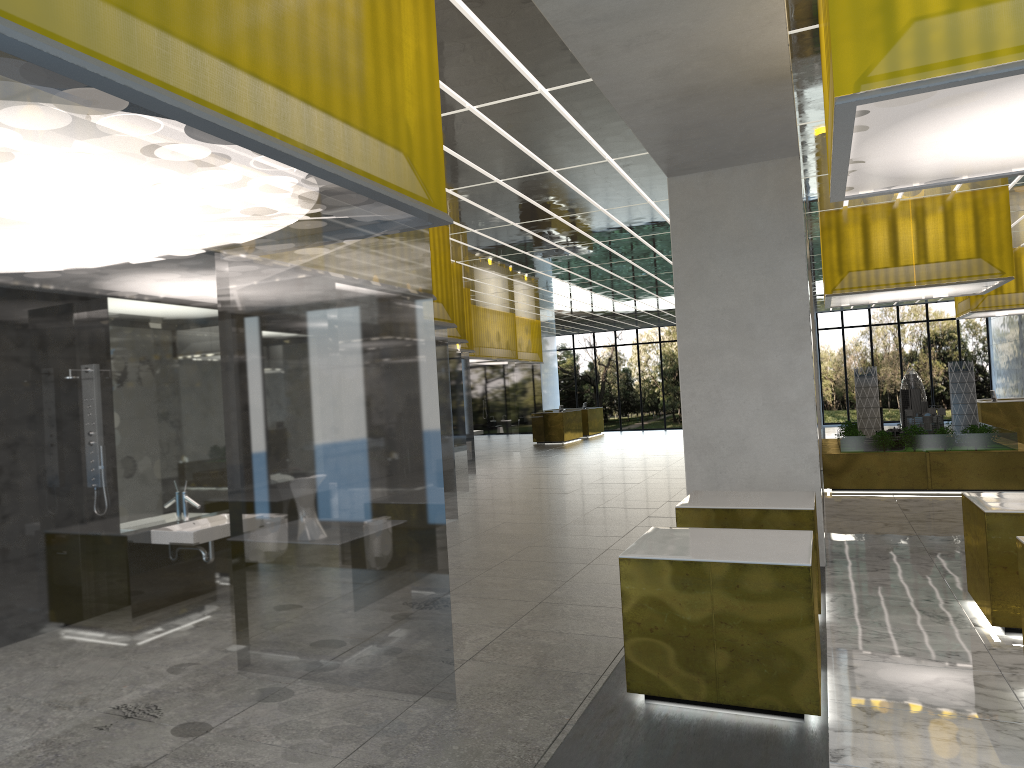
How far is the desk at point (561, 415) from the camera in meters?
42.6

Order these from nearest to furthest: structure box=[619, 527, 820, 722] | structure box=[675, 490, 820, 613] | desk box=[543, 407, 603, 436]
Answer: structure box=[619, 527, 820, 722] → structure box=[675, 490, 820, 613] → desk box=[543, 407, 603, 436]

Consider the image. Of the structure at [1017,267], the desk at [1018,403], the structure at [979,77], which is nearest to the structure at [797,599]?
the structure at [979,77]

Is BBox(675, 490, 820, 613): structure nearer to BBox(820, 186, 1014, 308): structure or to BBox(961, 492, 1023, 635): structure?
BBox(961, 492, 1023, 635): structure

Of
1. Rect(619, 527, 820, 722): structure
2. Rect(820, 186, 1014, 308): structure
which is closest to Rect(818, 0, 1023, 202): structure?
Rect(619, 527, 820, 722): structure

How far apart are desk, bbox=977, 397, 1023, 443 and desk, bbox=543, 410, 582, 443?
19.1 meters

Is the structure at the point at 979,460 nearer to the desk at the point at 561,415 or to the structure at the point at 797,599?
the structure at the point at 797,599

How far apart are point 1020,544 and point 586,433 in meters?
40.2 m

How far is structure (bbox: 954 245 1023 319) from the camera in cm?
2774

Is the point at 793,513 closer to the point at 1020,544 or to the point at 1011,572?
the point at 1011,572
